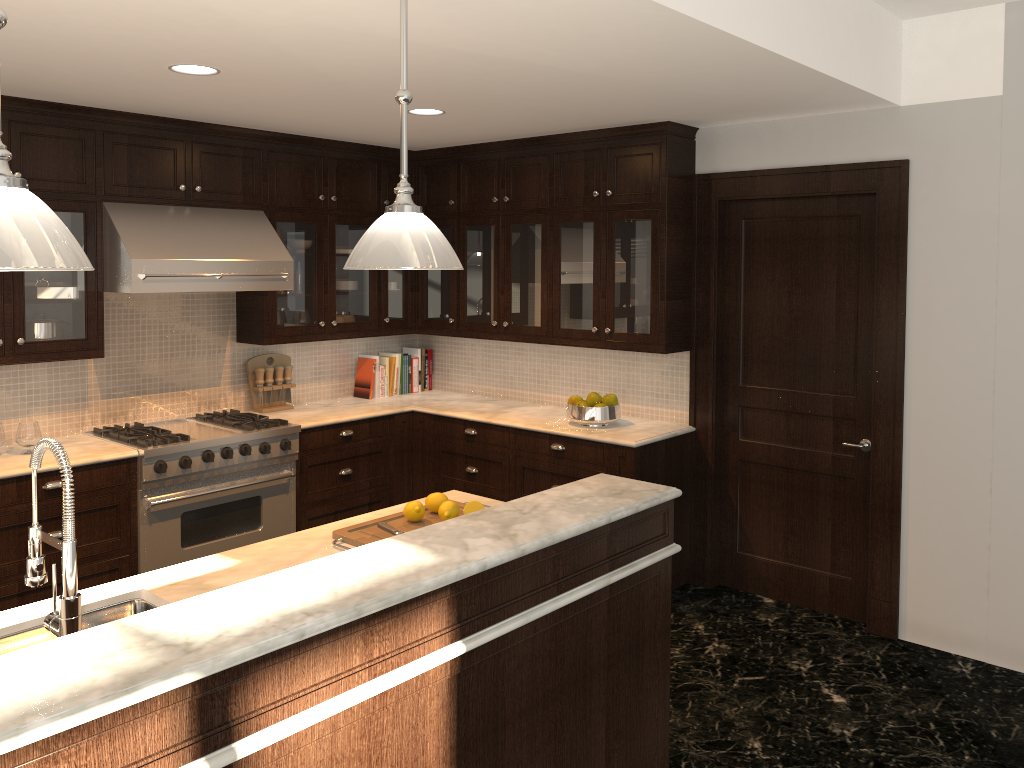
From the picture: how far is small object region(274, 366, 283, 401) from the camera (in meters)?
5.48

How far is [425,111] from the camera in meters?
4.3 m

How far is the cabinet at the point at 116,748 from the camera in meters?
1.6

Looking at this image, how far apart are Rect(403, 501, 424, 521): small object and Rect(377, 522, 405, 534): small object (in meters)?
0.09

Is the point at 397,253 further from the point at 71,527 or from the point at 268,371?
the point at 268,371

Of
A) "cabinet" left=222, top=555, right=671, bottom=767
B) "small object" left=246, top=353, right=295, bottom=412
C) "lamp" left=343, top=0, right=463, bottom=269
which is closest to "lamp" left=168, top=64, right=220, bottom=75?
"lamp" left=343, top=0, right=463, bottom=269

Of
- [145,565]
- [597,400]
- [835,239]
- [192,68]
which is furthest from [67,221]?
[835,239]

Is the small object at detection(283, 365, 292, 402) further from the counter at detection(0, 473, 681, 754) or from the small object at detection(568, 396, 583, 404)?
the counter at detection(0, 473, 681, 754)

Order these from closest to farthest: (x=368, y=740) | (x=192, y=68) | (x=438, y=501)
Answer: (x=368, y=740) → (x=438, y=501) → (x=192, y=68)

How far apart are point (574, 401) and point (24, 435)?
2.8m
